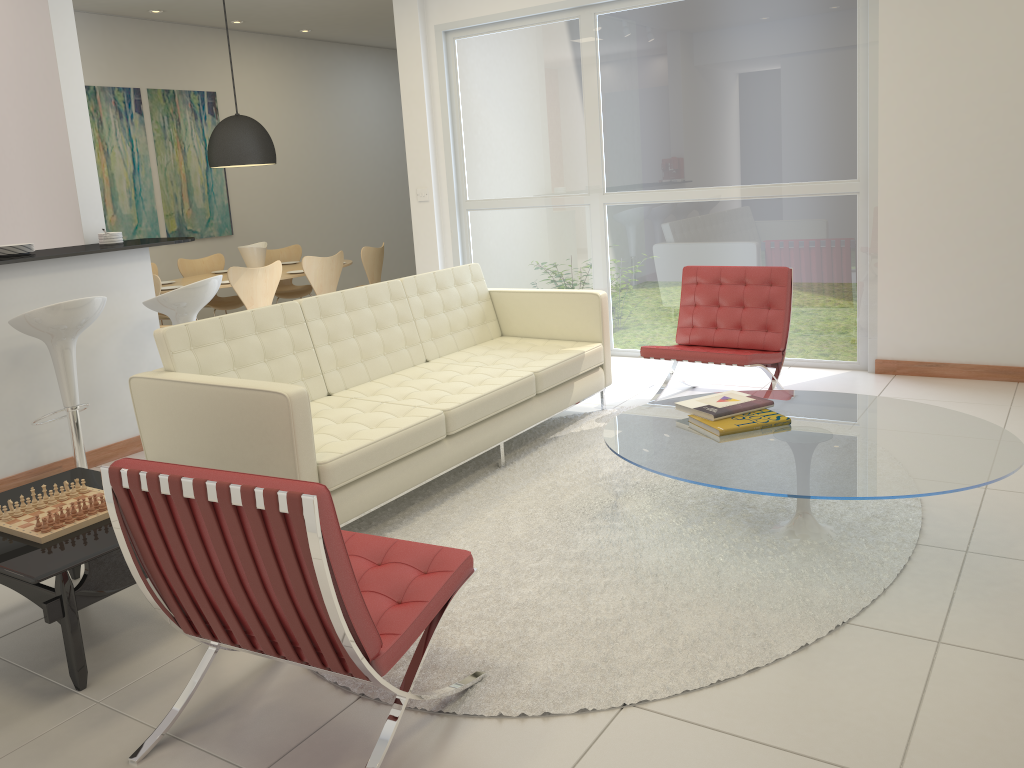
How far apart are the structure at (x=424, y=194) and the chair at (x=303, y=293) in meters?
2.0 m

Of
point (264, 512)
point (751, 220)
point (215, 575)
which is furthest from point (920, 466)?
point (751, 220)

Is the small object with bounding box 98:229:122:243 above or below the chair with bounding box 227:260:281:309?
above

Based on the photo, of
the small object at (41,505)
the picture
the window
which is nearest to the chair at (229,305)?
the picture

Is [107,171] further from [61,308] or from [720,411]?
[720,411]

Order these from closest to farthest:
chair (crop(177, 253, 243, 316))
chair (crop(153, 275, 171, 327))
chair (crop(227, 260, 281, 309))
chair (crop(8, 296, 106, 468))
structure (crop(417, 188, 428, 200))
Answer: chair (crop(8, 296, 106, 468))
chair (crop(153, 275, 171, 327))
chair (crop(227, 260, 281, 309))
structure (crop(417, 188, 428, 200))
chair (crop(177, 253, 243, 316))

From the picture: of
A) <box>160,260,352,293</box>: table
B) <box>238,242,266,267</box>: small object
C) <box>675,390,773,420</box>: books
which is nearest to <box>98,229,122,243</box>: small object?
<box>160,260,352,293</box>: table

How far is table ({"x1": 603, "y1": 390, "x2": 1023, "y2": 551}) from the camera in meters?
2.9 m

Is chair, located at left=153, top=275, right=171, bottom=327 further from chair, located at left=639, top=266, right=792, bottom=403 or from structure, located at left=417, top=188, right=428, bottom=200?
chair, located at left=639, top=266, right=792, bottom=403

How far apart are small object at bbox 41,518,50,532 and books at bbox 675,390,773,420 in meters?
2.4 m
